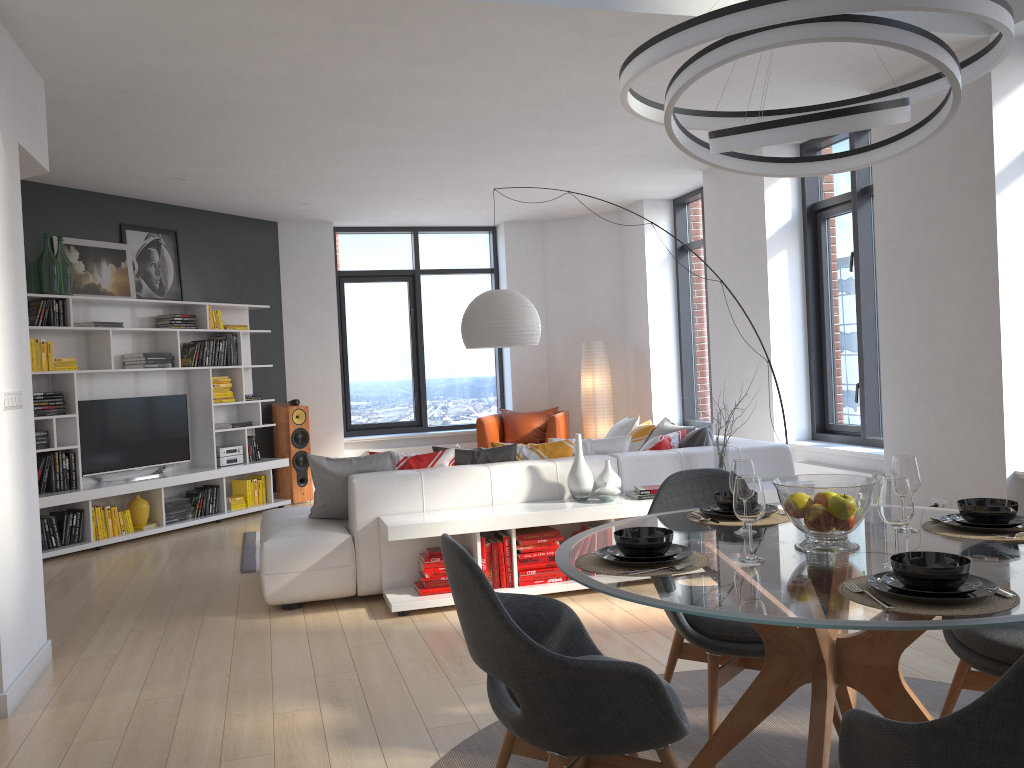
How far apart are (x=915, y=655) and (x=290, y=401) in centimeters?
683cm

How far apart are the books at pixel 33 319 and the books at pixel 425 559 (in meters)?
4.02

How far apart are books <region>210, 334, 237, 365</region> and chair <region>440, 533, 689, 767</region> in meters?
Result: 6.7 m

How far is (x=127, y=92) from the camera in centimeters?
511cm

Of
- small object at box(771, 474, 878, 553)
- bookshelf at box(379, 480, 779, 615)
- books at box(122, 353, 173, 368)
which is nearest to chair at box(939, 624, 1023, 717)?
small object at box(771, 474, 878, 553)

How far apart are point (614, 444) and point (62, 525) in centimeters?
442cm

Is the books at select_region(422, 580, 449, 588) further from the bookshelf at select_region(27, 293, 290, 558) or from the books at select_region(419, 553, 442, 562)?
the bookshelf at select_region(27, 293, 290, 558)

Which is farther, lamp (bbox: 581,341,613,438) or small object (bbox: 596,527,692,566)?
lamp (bbox: 581,341,613,438)

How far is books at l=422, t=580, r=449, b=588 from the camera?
4.9m

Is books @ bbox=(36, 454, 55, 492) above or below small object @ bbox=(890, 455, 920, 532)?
below
